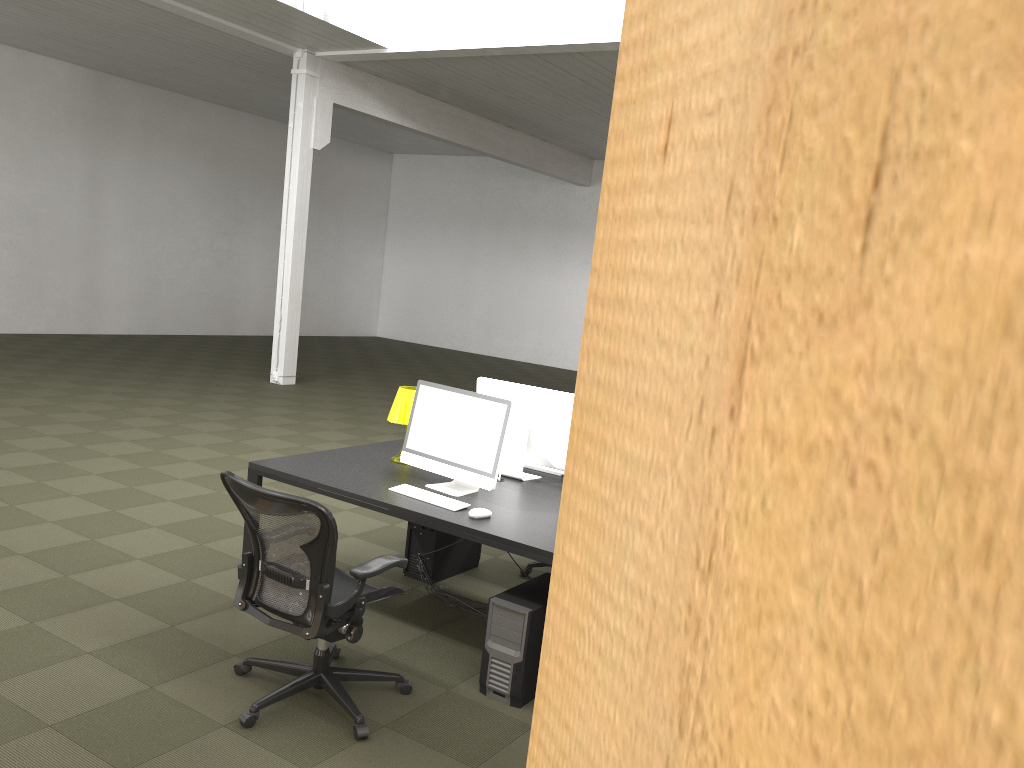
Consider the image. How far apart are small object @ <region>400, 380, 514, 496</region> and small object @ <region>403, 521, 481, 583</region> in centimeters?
68cm

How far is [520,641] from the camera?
3.8m

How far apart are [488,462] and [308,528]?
1.2m

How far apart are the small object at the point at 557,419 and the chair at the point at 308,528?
1.21m

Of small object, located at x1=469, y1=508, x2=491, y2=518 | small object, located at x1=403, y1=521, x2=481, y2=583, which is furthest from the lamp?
small object, located at x1=469, y1=508, x2=491, y2=518

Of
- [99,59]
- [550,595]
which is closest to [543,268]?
[99,59]

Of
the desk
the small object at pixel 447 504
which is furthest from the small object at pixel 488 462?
the small object at pixel 447 504

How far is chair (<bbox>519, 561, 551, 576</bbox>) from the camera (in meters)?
5.61

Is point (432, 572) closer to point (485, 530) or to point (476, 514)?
point (476, 514)

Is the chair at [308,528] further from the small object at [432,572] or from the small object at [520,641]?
the small object at [432,572]
